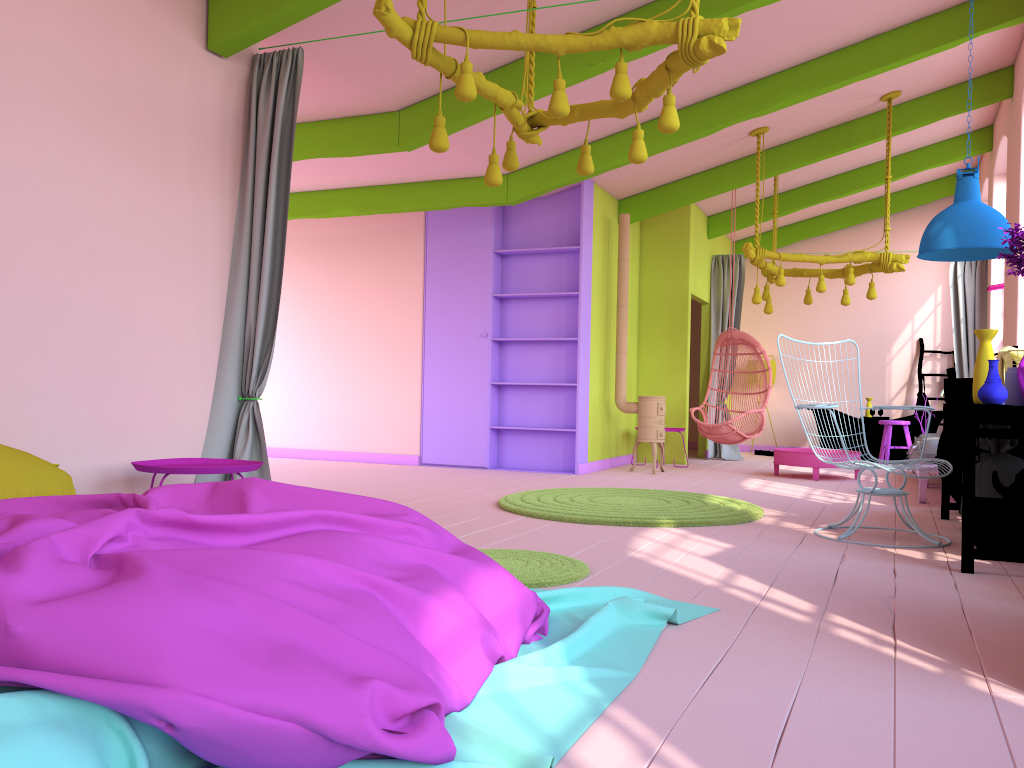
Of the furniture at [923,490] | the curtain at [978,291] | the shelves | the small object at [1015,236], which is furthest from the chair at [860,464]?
the curtain at [978,291]

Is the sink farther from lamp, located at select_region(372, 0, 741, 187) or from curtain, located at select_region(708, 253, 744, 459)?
curtain, located at select_region(708, 253, 744, 459)

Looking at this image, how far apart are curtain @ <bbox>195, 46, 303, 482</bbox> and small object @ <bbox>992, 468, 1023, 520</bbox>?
4.1m

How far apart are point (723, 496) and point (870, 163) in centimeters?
585cm

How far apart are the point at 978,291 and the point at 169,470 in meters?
10.0 m

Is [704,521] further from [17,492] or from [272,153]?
[17,492]

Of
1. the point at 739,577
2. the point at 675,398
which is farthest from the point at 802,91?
the point at 739,577

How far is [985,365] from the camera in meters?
4.5 m

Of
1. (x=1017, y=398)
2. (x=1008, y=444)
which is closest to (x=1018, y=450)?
(x=1008, y=444)

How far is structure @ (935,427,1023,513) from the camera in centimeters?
619cm
